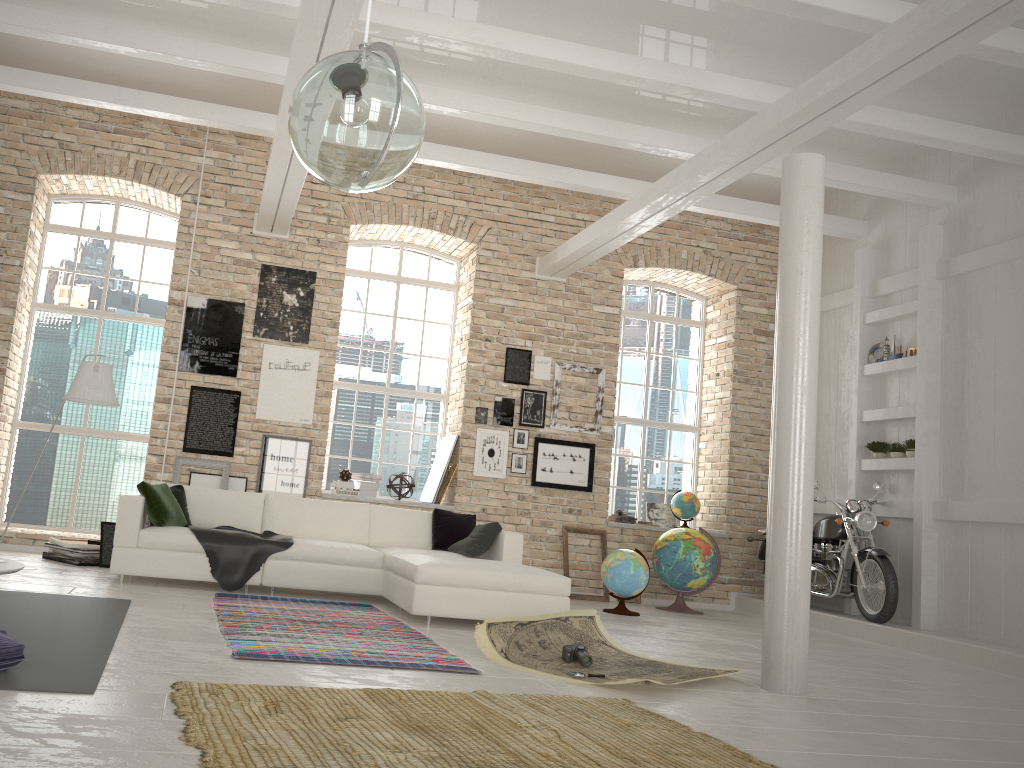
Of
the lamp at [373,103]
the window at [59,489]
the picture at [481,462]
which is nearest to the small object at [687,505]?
the picture at [481,462]

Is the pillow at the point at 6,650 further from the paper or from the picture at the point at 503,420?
the picture at the point at 503,420

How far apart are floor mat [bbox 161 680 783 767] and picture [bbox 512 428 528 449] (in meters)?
5.54

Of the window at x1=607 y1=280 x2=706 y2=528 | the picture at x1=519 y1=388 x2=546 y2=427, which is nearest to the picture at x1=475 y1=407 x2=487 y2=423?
the picture at x1=519 y1=388 x2=546 y2=427

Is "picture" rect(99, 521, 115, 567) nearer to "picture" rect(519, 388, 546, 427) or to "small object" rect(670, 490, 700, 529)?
"picture" rect(519, 388, 546, 427)

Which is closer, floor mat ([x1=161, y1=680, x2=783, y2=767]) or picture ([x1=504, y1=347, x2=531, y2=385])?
floor mat ([x1=161, y1=680, x2=783, y2=767])

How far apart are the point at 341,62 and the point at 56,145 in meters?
7.0

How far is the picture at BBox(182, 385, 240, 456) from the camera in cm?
890

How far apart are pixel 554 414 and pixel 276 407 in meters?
3.1

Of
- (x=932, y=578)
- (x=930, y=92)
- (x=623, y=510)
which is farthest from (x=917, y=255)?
(x=623, y=510)
